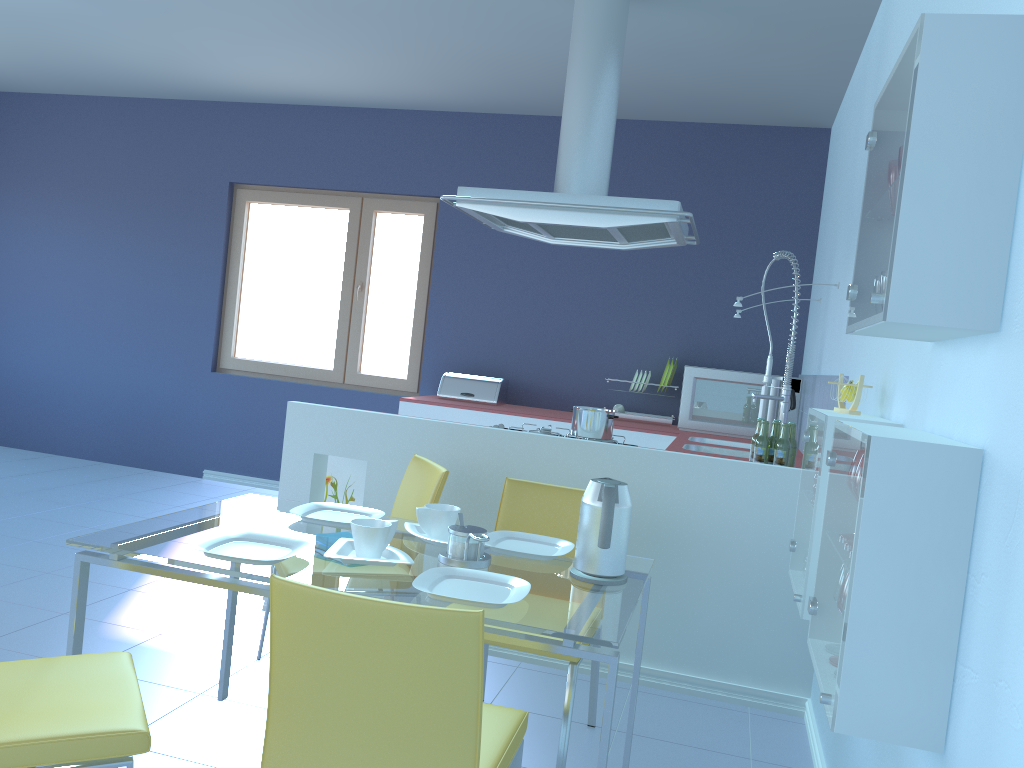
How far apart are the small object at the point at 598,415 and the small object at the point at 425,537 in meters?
1.1

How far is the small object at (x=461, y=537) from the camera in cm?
200

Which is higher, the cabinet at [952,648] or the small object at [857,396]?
the small object at [857,396]

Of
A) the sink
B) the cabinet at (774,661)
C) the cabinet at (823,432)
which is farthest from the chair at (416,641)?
the sink

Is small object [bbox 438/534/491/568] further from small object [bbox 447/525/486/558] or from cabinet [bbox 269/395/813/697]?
cabinet [bbox 269/395/813/697]

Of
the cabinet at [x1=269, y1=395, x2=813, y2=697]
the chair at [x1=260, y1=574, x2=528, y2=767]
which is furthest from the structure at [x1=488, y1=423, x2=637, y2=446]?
the chair at [x1=260, y1=574, x2=528, y2=767]

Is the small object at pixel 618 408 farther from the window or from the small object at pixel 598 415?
the small object at pixel 598 415

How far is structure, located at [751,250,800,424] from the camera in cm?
395

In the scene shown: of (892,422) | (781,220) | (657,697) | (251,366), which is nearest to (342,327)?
(251,366)

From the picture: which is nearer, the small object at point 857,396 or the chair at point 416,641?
the chair at point 416,641
